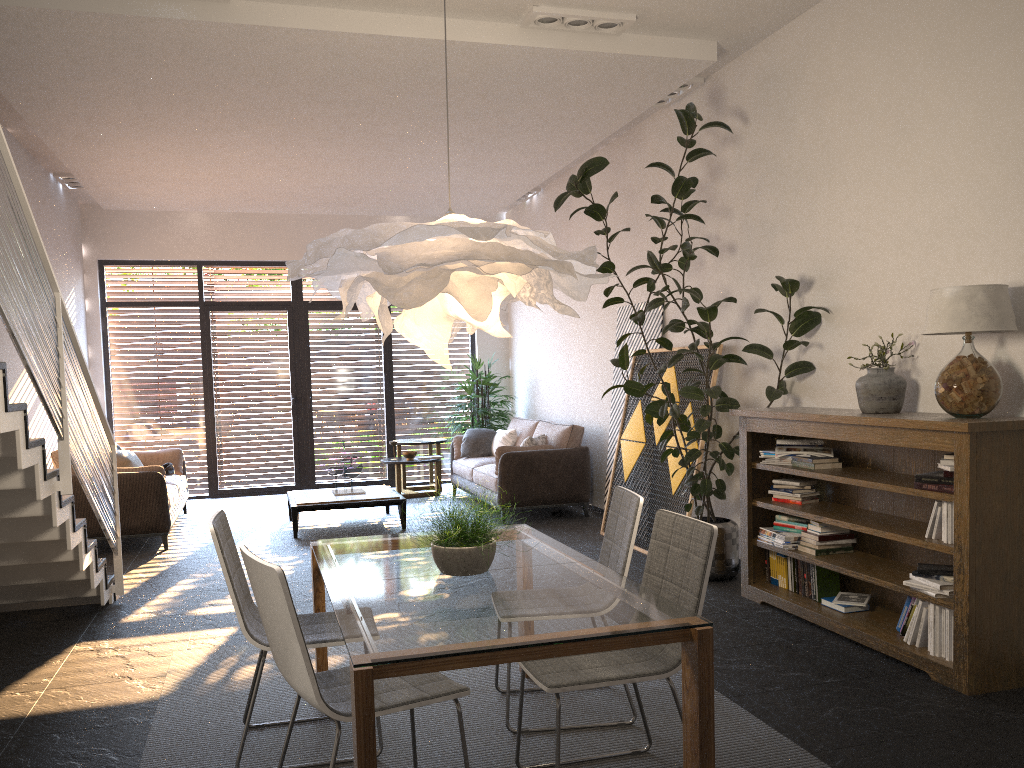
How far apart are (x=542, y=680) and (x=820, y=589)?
2.7 meters

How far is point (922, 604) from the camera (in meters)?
4.06

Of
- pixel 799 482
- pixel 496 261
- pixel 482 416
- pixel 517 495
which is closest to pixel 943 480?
pixel 799 482

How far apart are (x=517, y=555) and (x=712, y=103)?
4.4m

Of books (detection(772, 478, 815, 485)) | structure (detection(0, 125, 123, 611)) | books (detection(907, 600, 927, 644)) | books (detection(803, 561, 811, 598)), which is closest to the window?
structure (detection(0, 125, 123, 611))

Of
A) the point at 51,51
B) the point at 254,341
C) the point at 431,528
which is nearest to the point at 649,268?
the point at 51,51

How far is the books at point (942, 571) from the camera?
4.0 meters

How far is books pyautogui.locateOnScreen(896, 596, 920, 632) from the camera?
4.2m

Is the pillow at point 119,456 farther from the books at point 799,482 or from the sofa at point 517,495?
the books at point 799,482

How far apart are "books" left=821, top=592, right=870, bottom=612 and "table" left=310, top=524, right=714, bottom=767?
1.9m
